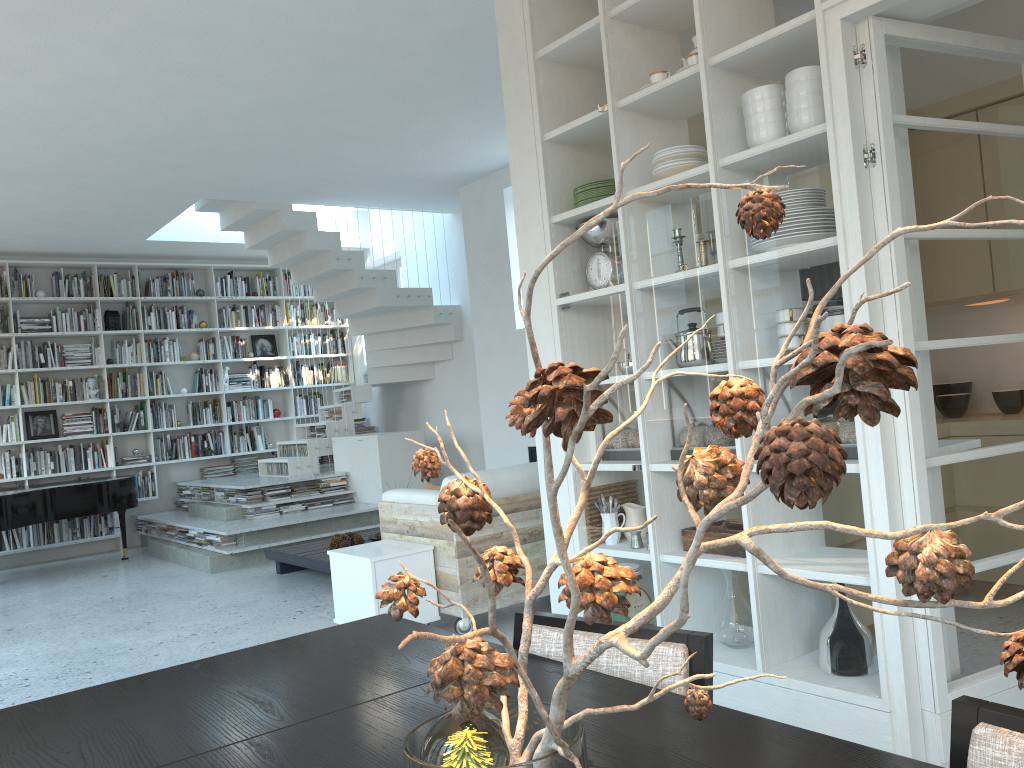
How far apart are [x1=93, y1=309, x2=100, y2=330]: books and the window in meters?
3.3

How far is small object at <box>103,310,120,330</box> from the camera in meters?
9.7

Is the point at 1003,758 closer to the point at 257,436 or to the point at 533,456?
the point at 533,456

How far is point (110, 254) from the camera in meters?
9.8

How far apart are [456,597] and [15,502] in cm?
506

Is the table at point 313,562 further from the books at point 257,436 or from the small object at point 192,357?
the small object at point 192,357

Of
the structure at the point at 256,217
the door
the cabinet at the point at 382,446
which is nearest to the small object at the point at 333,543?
the cabinet at the point at 382,446

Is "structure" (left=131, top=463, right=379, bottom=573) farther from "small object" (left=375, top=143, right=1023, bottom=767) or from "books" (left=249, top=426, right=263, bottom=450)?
"small object" (left=375, top=143, right=1023, bottom=767)

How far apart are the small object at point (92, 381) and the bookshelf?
0.13m

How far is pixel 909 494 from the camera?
2.6 meters
